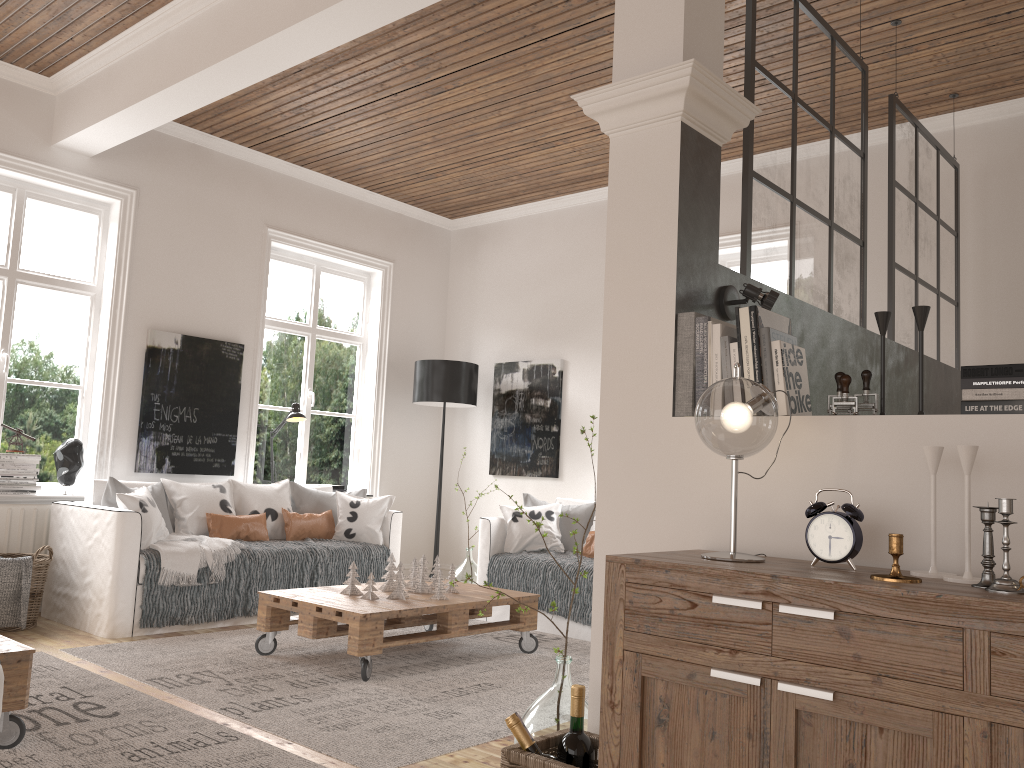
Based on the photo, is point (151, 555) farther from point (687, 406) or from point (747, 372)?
point (747, 372)

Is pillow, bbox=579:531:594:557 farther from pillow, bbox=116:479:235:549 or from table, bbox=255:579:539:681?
pillow, bbox=116:479:235:549

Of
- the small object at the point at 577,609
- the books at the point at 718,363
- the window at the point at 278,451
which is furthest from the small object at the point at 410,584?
the books at the point at 718,363

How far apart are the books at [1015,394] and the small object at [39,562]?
4.4 meters

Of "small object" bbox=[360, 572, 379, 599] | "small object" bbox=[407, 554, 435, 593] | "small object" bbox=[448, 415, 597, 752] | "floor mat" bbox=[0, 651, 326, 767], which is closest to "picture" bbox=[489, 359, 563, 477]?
"small object" bbox=[407, 554, 435, 593]

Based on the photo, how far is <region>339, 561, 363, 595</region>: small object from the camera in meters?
4.3

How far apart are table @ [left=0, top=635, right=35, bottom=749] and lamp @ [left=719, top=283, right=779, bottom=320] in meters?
2.3 m

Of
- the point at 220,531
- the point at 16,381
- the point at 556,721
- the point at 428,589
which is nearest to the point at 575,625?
the point at 428,589

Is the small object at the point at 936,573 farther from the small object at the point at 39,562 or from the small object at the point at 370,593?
the small object at the point at 39,562

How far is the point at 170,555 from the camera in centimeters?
467cm
